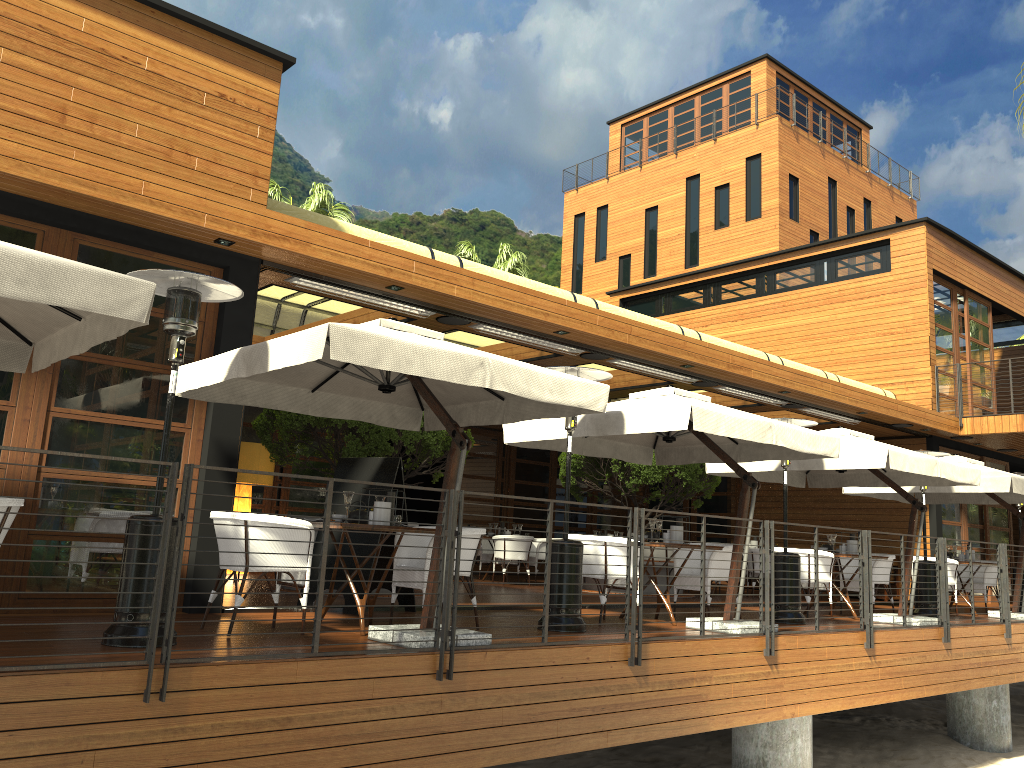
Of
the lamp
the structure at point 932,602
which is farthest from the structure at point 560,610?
the lamp

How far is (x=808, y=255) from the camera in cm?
1857

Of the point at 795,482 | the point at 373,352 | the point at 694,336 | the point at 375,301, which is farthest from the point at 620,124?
the point at 373,352

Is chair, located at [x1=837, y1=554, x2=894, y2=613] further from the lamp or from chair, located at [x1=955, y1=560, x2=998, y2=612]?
the lamp

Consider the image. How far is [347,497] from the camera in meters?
6.4

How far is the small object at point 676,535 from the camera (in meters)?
8.54

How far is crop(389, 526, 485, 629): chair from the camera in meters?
6.8

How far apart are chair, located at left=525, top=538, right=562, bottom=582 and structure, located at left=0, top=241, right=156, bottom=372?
10.1m

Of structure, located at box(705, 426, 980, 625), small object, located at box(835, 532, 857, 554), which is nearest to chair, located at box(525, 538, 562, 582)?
structure, located at box(705, 426, 980, 625)

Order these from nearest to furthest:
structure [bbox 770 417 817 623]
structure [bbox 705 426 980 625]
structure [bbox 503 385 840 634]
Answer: structure [bbox 503 385 840 634]
structure [bbox 770 417 817 623]
structure [bbox 705 426 980 625]
